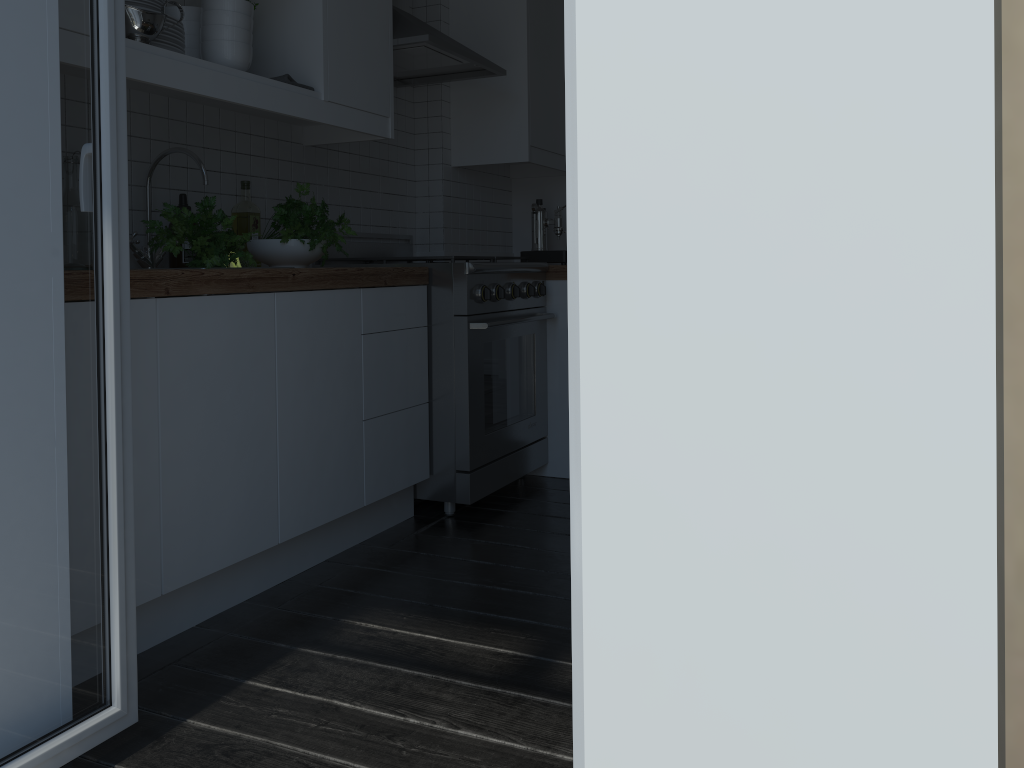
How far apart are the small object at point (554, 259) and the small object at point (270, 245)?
1.5 meters

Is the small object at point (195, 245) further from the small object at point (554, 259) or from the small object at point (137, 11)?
the small object at point (554, 259)

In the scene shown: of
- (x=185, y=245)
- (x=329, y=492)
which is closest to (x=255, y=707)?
(x=329, y=492)

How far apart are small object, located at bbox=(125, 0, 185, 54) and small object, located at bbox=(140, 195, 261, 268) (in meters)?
0.39

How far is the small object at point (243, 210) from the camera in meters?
2.8 m

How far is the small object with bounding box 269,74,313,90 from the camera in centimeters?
254cm

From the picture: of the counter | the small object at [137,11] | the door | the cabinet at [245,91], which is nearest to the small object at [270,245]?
the counter

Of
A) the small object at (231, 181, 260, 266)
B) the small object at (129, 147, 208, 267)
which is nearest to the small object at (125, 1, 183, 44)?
the small object at (129, 147, 208, 267)

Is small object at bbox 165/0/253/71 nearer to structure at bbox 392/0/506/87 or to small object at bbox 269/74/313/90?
small object at bbox 269/74/313/90

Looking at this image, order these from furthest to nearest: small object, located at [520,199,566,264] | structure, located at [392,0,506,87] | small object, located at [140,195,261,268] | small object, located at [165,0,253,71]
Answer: small object, located at [520,199,566,264] → structure, located at [392,0,506,87] → small object, located at [165,0,253,71] → small object, located at [140,195,261,268]
